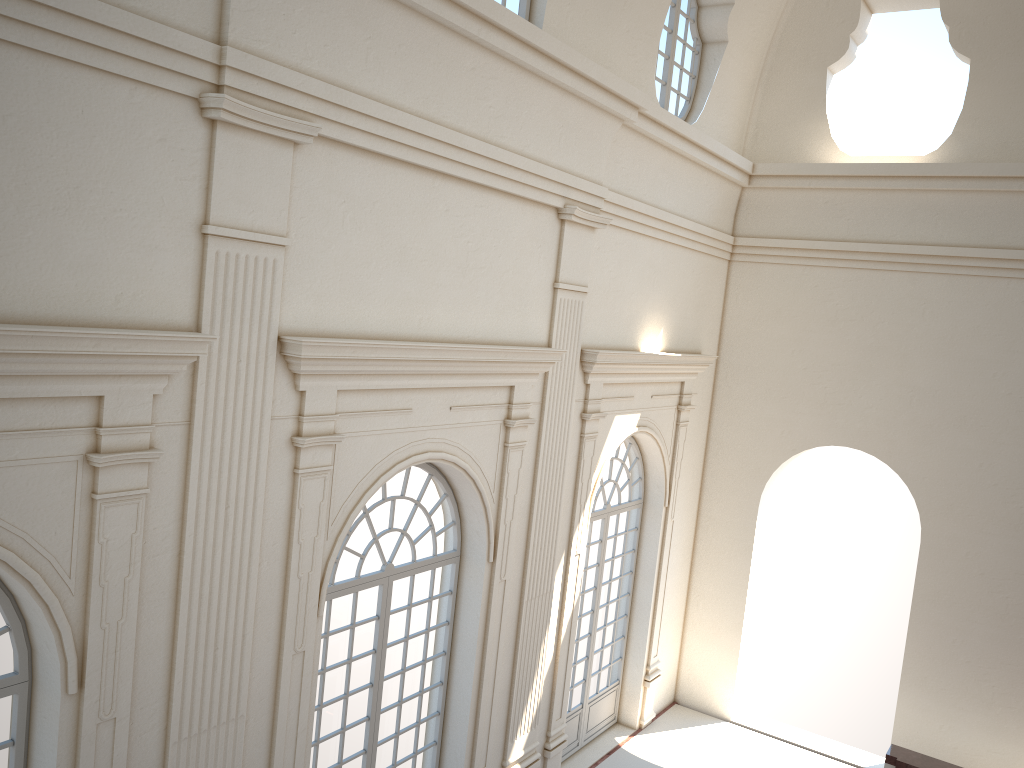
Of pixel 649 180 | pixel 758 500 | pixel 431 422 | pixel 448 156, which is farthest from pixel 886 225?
pixel 431 422
